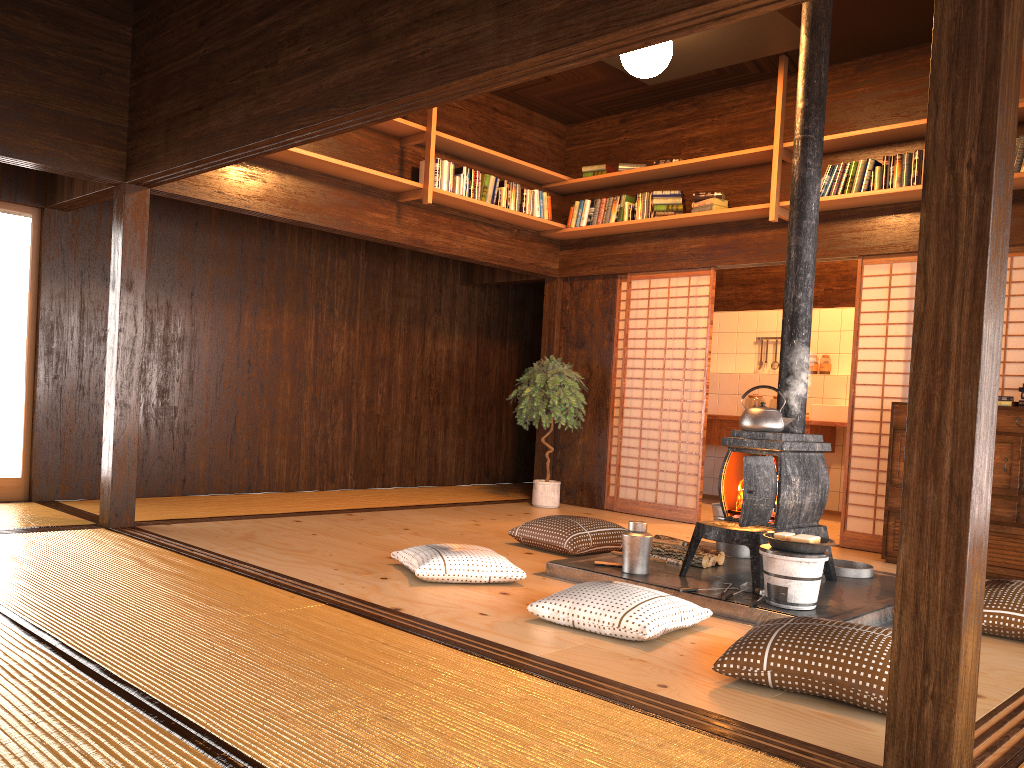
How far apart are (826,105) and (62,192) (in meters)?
5.34

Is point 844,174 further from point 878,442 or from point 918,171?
point 878,442

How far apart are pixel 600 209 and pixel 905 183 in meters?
2.5

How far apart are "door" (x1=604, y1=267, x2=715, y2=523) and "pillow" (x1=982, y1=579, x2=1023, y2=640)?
3.05m

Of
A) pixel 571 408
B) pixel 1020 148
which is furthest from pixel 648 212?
pixel 1020 148

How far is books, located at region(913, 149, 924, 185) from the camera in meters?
5.7

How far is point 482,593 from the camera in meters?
4.0 m

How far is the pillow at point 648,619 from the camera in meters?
3.3

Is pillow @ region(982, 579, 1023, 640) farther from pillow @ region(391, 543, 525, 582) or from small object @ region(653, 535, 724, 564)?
pillow @ region(391, 543, 525, 582)

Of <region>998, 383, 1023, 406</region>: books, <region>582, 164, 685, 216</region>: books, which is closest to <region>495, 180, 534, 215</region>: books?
<region>582, 164, 685, 216</region>: books
